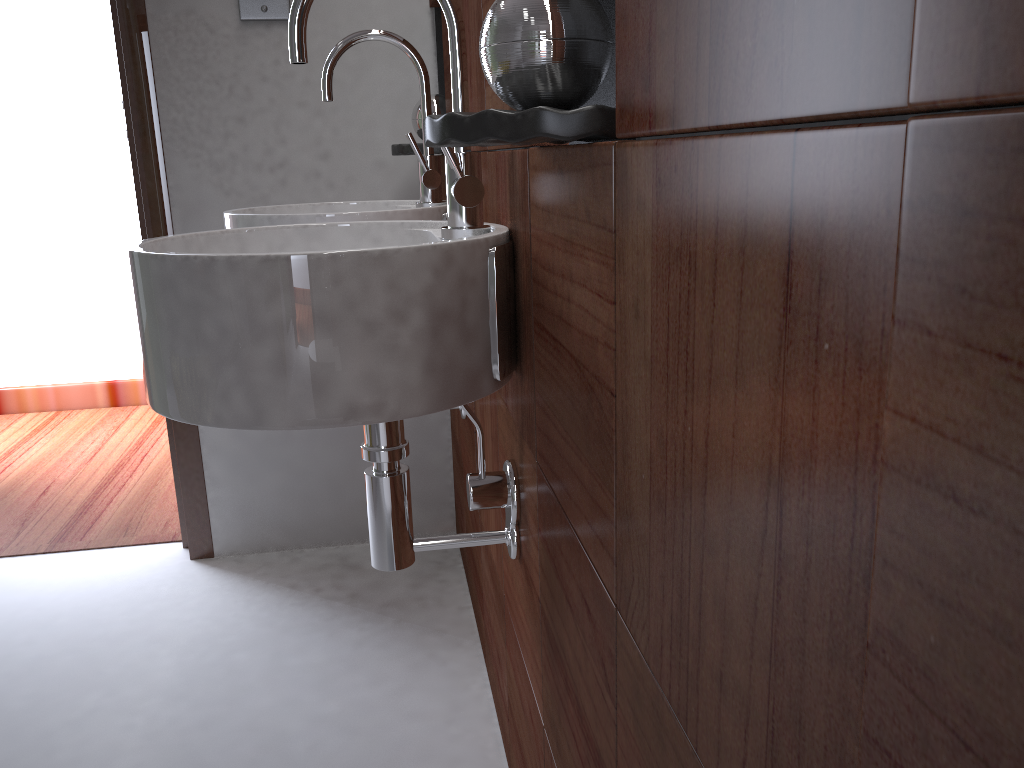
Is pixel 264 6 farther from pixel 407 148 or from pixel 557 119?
pixel 557 119

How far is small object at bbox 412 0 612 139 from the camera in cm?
64

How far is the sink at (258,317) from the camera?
0.81m

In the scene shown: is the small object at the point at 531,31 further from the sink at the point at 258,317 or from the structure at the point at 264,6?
the structure at the point at 264,6

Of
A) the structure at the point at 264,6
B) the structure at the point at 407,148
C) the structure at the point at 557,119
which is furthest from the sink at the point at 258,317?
the structure at the point at 264,6

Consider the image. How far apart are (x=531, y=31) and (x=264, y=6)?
1.50m

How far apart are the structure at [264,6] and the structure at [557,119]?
1.4 meters

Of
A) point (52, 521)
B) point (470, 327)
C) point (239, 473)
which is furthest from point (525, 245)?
point (52, 521)

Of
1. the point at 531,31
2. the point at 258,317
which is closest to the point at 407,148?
the point at 258,317

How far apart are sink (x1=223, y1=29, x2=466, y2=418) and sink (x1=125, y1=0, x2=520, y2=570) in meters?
0.2
